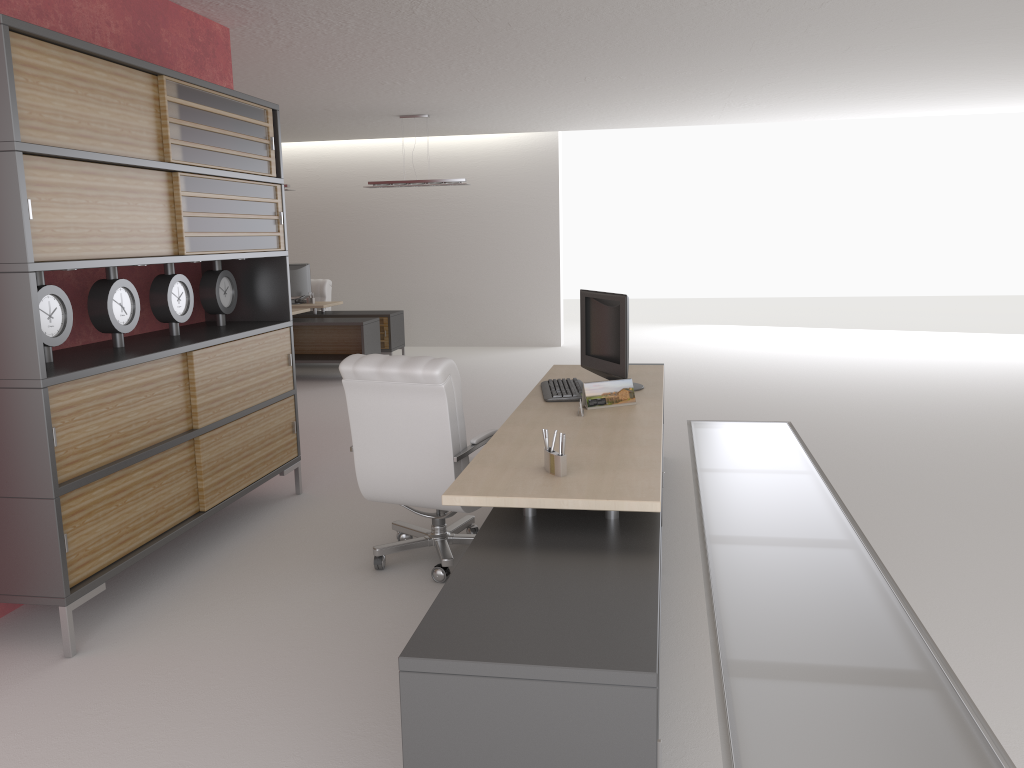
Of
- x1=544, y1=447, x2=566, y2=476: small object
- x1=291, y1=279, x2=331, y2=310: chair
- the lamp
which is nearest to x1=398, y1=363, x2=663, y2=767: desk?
x1=544, y1=447, x2=566, y2=476: small object

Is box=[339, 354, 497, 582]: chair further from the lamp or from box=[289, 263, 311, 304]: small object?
box=[289, 263, 311, 304]: small object

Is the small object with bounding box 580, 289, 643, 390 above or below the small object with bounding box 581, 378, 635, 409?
above

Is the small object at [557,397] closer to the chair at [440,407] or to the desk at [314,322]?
the chair at [440,407]

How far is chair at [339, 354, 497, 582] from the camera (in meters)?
5.99

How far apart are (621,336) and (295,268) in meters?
11.9

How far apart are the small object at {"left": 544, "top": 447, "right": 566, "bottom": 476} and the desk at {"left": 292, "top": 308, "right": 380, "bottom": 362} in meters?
10.9 m

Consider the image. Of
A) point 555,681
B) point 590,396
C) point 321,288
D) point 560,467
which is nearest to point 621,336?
point 590,396

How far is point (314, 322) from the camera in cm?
1527

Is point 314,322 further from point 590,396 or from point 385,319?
point 590,396
